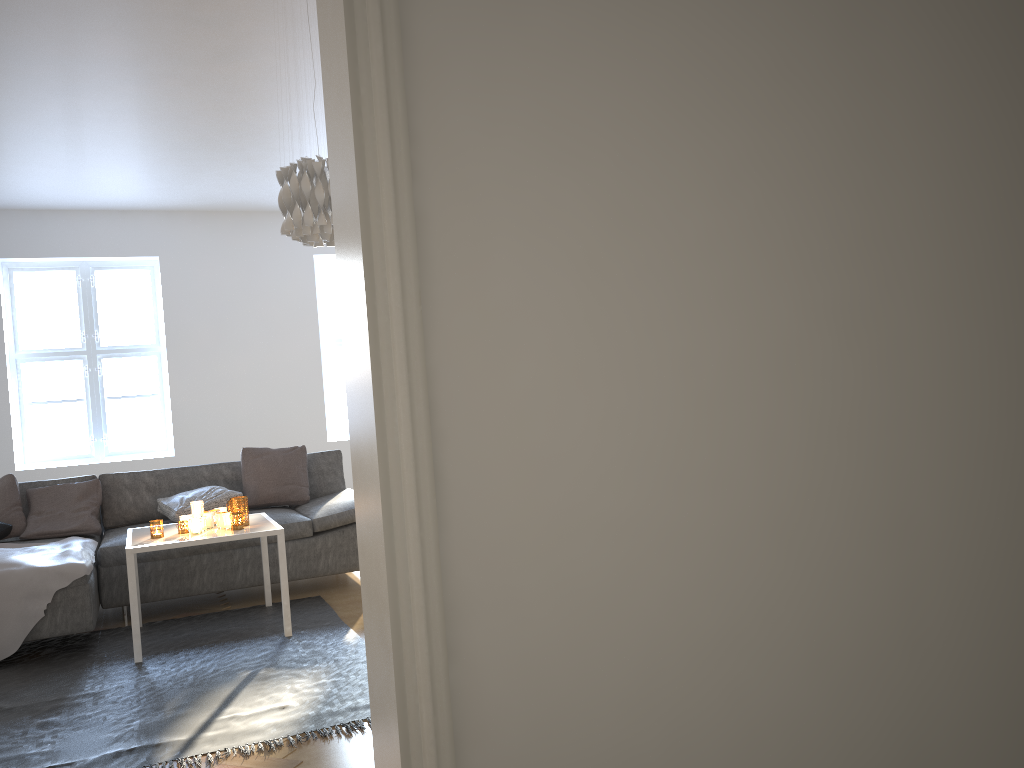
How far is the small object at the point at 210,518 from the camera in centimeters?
428cm

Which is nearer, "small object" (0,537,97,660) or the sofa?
"small object" (0,537,97,660)

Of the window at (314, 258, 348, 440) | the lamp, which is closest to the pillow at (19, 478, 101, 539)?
the lamp

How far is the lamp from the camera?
3.5m

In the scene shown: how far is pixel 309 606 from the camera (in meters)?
4.65

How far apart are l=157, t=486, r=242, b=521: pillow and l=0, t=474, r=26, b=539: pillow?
0.7m

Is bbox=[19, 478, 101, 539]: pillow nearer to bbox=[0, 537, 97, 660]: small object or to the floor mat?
bbox=[0, 537, 97, 660]: small object

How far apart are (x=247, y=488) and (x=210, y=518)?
1.2 meters

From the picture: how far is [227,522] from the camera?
4.2 meters

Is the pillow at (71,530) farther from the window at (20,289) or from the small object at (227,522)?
the window at (20,289)
